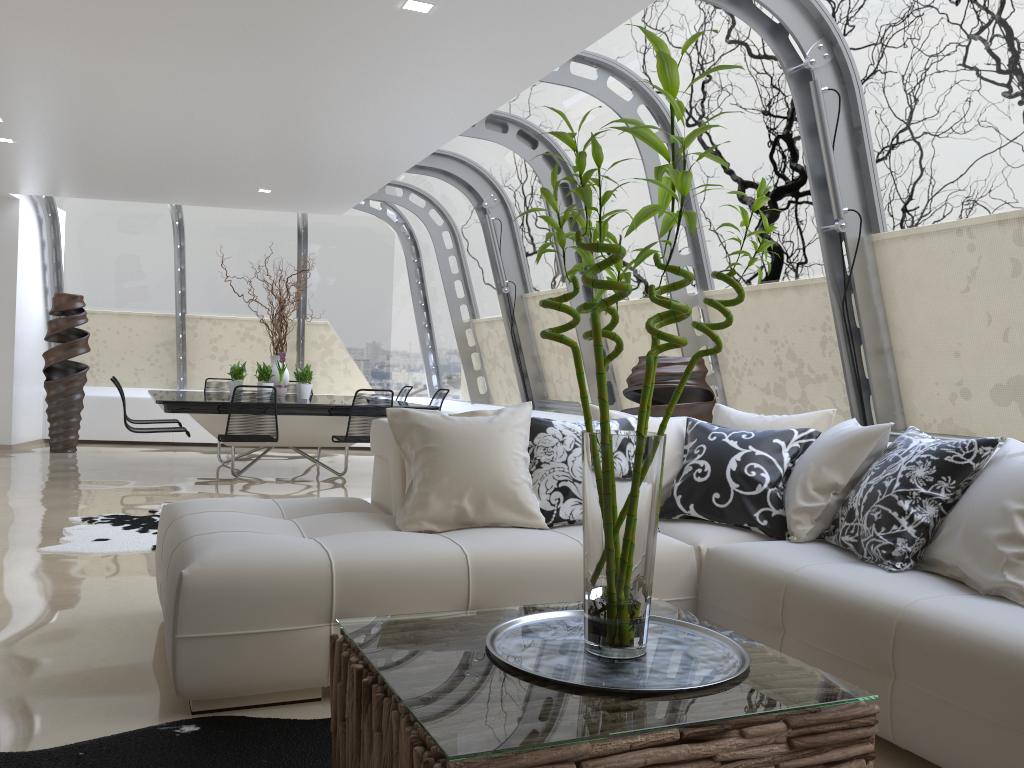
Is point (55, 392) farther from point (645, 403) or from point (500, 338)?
point (645, 403)

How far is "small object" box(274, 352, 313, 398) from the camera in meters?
9.0

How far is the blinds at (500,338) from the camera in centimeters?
998cm

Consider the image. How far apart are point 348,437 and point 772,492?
4.82m

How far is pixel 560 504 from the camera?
3.50m

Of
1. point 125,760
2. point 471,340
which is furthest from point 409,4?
point 471,340

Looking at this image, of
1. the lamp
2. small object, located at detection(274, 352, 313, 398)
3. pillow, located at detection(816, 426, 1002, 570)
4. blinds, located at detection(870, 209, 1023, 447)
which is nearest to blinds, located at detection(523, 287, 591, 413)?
small object, located at detection(274, 352, 313, 398)

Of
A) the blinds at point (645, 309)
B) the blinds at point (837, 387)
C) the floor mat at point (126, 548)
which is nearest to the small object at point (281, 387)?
the floor mat at point (126, 548)

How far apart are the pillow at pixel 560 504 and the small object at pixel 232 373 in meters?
6.1

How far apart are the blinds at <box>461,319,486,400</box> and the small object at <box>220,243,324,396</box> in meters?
A: 2.4 m
